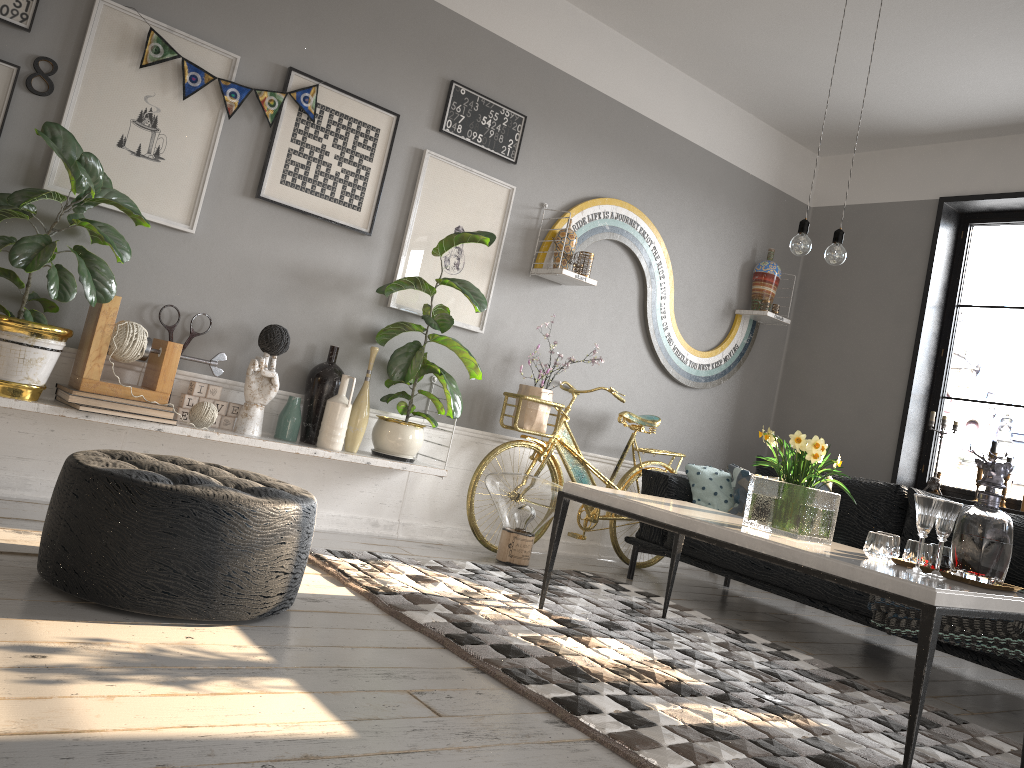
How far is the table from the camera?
2.2m

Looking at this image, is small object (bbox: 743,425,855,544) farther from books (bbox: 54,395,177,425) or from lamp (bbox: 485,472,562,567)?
books (bbox: 54,395,177,425)

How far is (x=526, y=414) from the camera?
4.6m

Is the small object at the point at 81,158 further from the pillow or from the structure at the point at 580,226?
the pillow

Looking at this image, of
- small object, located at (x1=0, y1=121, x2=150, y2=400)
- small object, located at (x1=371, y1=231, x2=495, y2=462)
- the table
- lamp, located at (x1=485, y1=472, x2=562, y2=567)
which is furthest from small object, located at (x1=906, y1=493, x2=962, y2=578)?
small object, located at (x1=0, y1=121, x2=150, y2=400)

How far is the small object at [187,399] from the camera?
3.7m

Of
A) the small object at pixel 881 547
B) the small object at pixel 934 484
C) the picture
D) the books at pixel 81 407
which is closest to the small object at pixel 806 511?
the small object at pixel 881 547

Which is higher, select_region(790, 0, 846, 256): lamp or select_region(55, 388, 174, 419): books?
select_region(790, 0, 846, 256): lamp

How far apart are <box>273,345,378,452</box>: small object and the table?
1.1 meters

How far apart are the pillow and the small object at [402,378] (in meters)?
1.32
